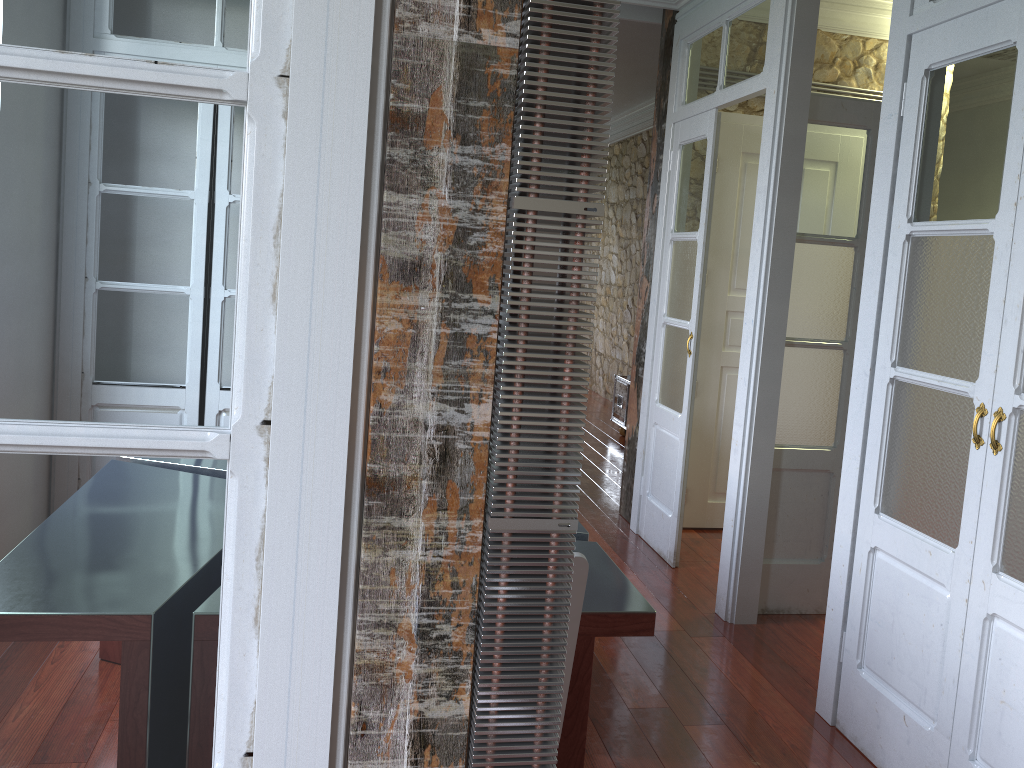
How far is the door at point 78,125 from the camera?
1.02m

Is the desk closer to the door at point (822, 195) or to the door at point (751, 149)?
the door at point (822, 195)

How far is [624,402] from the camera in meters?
7.3 m

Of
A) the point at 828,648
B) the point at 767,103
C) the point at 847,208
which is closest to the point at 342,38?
the point at 828,648

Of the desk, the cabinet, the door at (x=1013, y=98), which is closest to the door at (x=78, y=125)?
the desk

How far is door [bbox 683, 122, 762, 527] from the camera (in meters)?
4.71

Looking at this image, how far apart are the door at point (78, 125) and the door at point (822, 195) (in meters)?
2.95

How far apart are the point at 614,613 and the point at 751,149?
3.40m

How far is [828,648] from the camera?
2.9m

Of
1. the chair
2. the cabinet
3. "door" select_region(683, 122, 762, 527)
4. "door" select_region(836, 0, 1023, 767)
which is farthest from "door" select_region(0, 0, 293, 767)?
the cabinet
